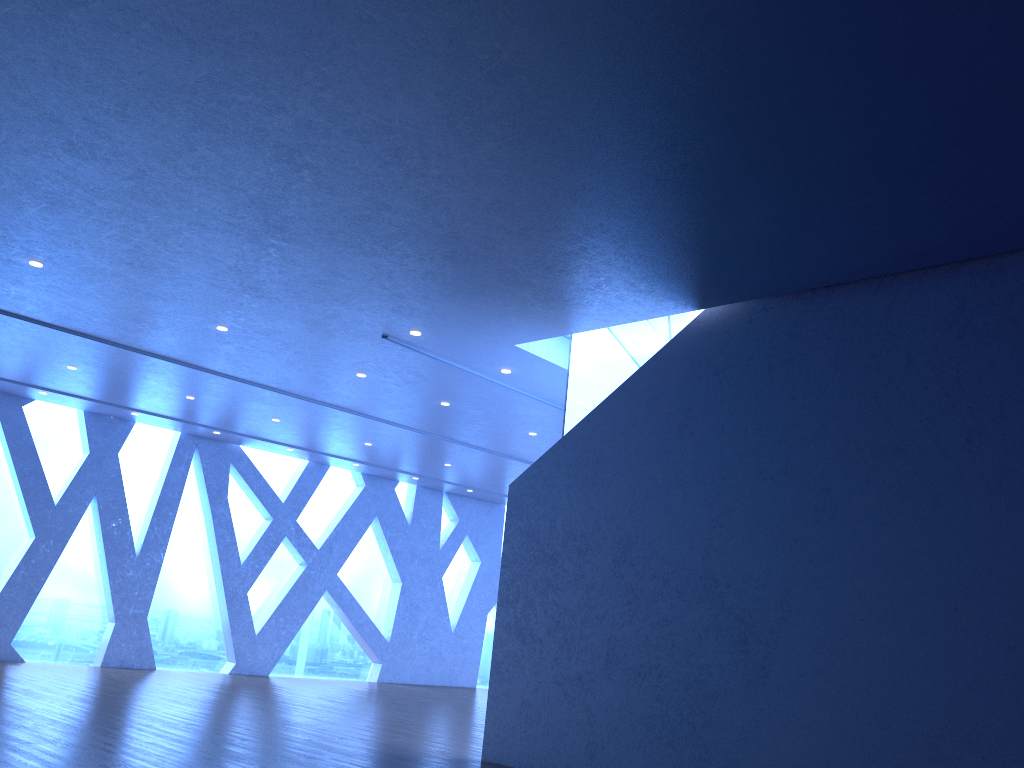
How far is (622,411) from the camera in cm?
777

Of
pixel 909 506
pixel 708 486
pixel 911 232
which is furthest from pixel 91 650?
pixel 911 232

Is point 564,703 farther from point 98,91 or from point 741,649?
point 98,91

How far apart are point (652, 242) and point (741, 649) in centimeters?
302cm
